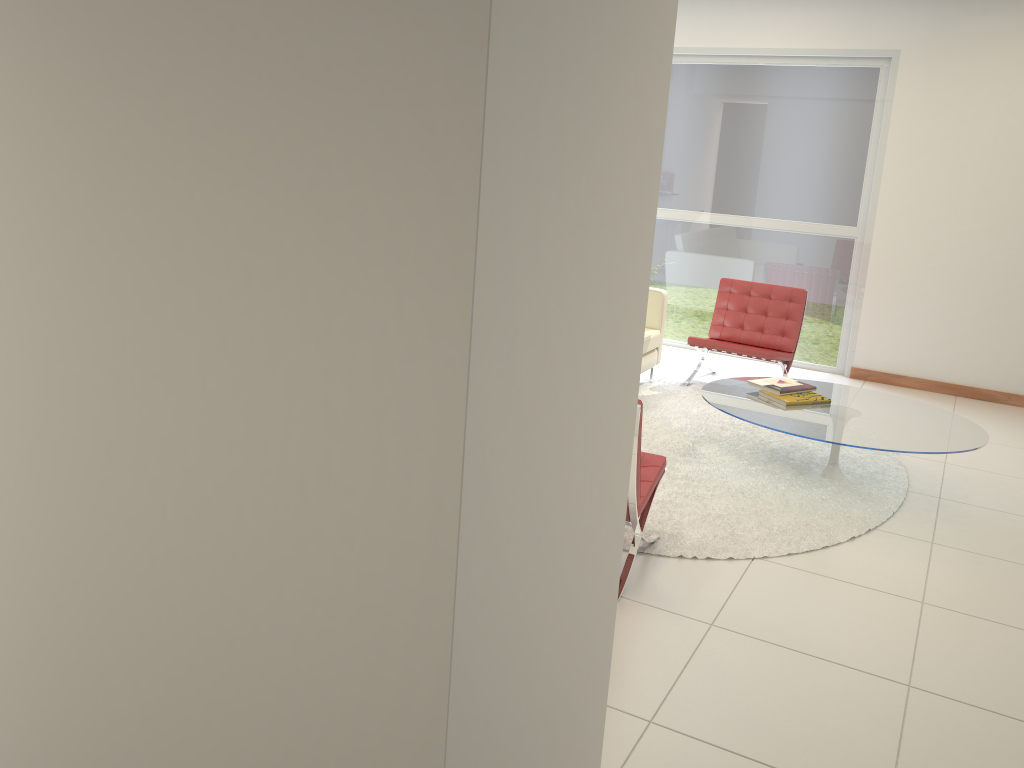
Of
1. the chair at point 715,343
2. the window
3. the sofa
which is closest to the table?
the chair at point 715,343

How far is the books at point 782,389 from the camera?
5.19m

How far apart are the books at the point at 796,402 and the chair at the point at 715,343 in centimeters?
129cm

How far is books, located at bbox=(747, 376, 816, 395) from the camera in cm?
519

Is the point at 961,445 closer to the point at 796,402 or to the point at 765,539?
the point at 796,402

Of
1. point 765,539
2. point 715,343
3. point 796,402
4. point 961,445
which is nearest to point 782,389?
point 796,402

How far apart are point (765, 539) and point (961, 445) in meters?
1.2

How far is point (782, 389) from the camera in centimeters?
519cm

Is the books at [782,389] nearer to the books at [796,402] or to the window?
the books at [796,402]

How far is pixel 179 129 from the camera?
1.6 meters
